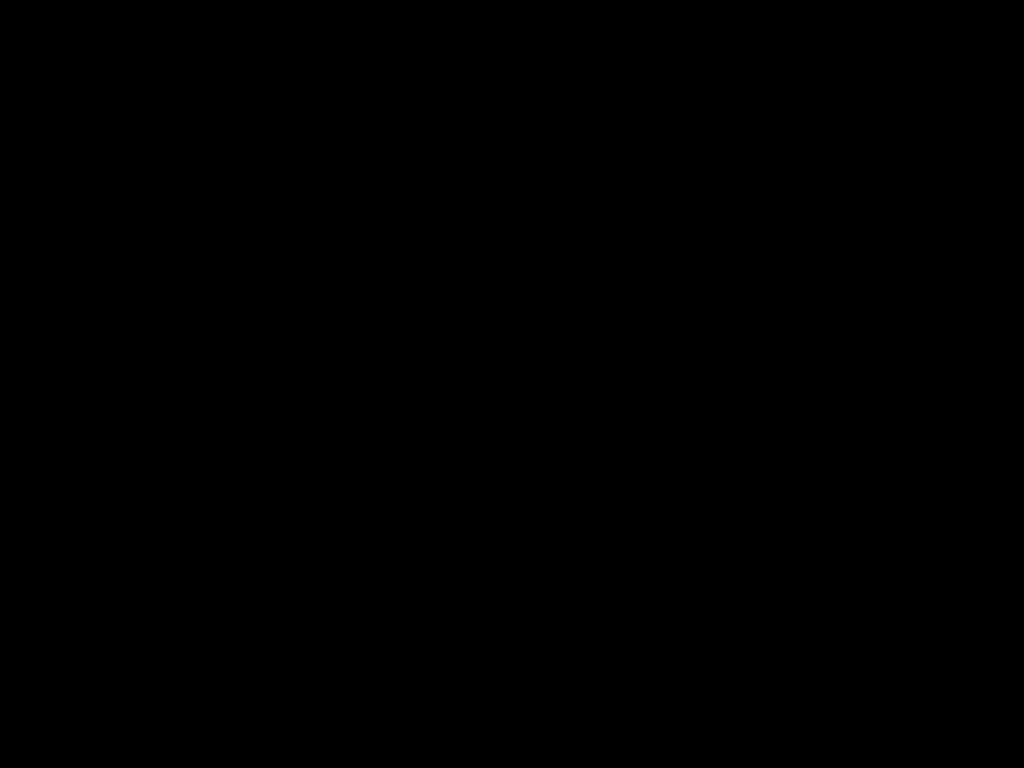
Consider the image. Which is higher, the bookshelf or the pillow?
the pillow

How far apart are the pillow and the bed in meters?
0.0

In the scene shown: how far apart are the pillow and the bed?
0.0 meters

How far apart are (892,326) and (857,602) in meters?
0.4

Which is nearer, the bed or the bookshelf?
the bed

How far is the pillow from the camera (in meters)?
1.84

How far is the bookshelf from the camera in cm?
174

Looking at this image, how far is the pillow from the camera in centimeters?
184cm

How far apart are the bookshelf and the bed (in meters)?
0.01

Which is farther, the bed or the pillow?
the pillow
